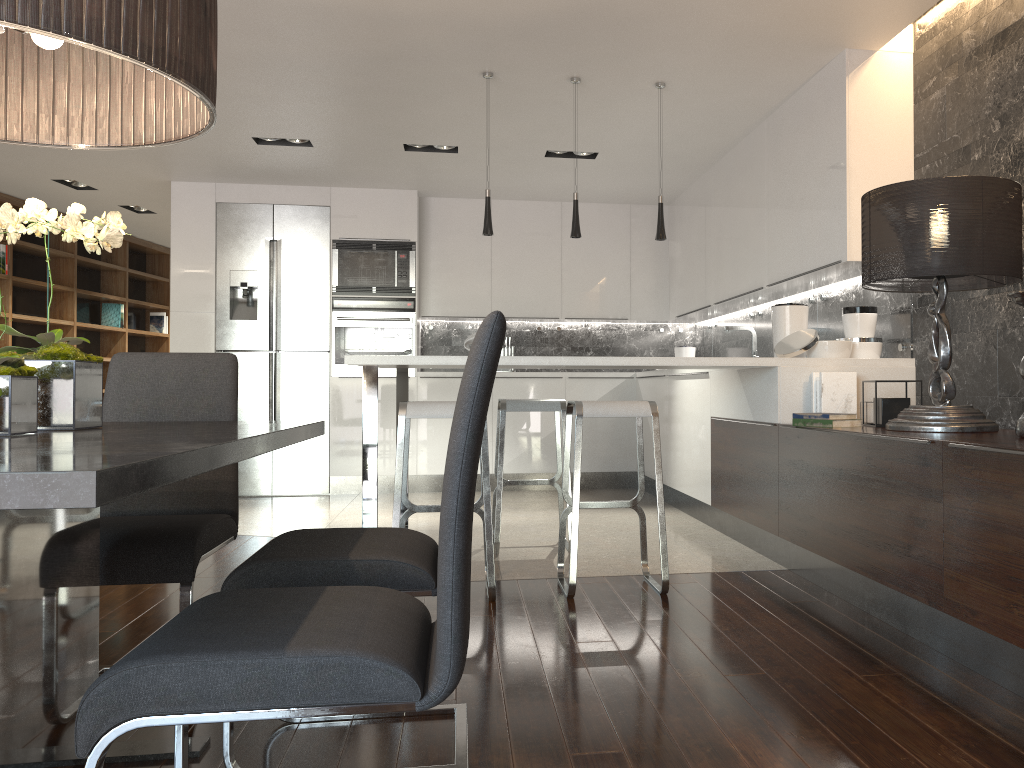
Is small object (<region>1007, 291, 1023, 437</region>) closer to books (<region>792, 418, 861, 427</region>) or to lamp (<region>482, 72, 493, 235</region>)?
books (<region>792, 418, 861, 427</region>)

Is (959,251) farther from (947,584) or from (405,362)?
(405,362)

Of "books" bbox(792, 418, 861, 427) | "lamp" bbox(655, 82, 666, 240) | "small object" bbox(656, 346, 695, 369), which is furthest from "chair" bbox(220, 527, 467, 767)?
"small object" bbox(656, 346, 695, 369)

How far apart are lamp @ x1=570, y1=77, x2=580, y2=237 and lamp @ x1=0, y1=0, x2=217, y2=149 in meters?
2.8 m

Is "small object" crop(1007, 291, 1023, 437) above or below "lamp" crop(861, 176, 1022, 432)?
below

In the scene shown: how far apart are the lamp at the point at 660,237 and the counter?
0.7m

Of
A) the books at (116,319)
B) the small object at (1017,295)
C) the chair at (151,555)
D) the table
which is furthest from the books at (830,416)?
the books at (116,319)

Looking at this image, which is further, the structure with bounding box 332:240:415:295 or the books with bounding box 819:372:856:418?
the structure with bounding box 332:240:415:295

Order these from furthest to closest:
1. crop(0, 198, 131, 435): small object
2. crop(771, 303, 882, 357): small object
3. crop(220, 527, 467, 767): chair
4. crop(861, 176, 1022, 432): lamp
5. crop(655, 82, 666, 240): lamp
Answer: crop(655, 82, 666, 240): lamp, crop(771, 303, 882, 357): small object, crop(861, 176, 1022, 432): lamp, crop(220, 527, 467, 767): chair, crop(0, 198, 131, 435): small object

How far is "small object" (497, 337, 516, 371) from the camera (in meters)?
7.78
